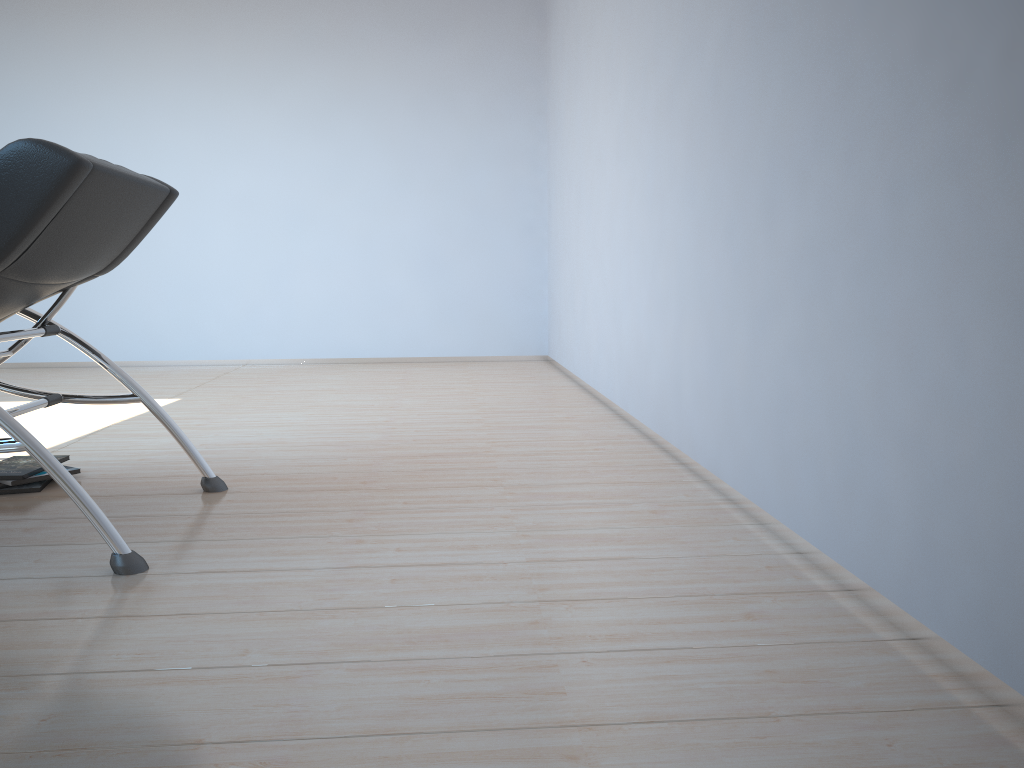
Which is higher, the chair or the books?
the chair

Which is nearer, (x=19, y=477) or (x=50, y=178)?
(x=50, y=178)

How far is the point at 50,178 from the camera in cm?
189

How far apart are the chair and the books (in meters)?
0.25

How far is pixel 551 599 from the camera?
1.80m

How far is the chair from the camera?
1.9m

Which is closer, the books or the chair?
the chair

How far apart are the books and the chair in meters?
0.3

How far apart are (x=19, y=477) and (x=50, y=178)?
1.2m
